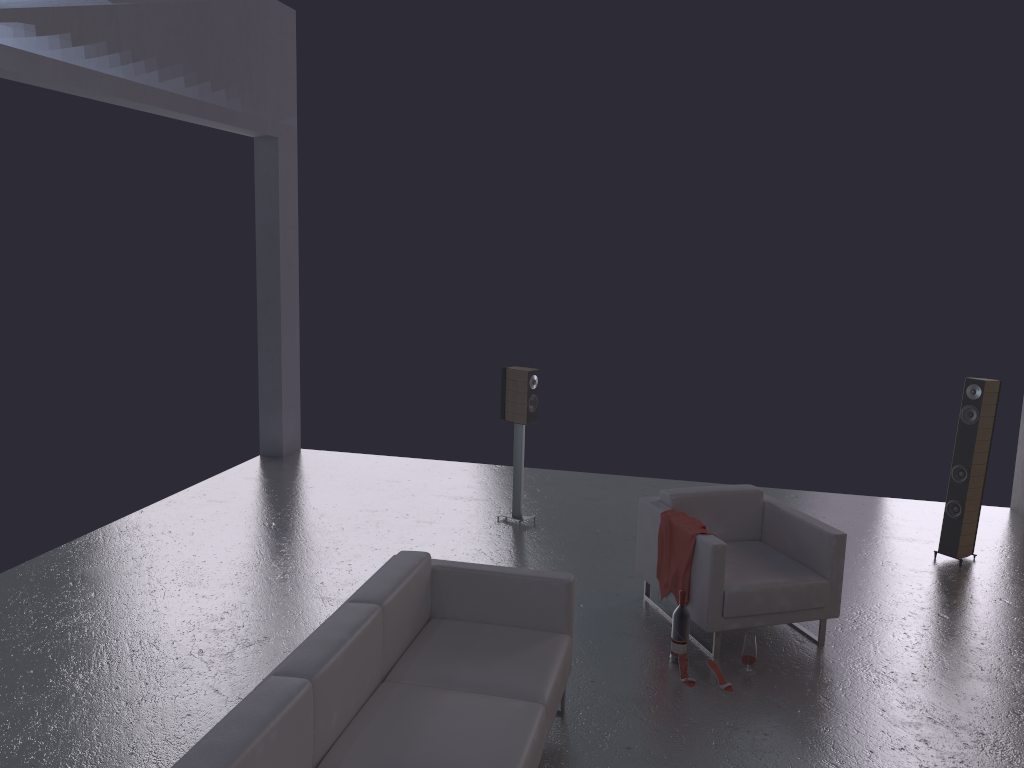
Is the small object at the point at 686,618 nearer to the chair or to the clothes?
the chair

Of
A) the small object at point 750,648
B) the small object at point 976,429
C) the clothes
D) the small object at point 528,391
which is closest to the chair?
the clothes

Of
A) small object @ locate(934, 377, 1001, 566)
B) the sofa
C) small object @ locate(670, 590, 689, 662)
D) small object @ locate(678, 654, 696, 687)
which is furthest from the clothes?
small object @ locate(934, 377, 1001, 566)

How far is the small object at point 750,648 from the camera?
5.1 meters

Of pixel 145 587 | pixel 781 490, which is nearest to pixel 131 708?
pixel 145 587

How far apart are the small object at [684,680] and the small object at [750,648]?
0.3m

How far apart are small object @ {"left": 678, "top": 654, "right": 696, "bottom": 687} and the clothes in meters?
0.5

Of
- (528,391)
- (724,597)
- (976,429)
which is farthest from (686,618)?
(976,429)

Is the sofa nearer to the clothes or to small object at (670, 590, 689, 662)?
small object at (670, 590, 689, 662)

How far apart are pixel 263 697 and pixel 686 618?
2.8m
